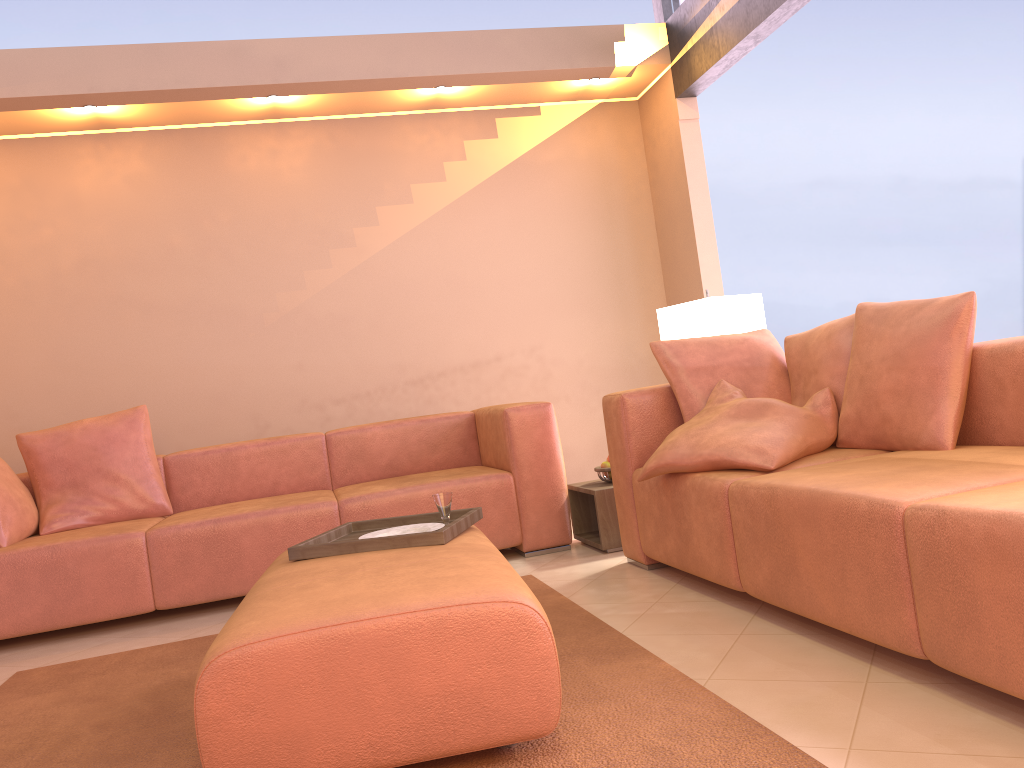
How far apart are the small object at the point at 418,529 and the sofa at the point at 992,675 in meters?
0.8 m

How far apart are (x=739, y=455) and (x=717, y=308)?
1.4m

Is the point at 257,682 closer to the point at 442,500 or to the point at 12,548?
the point at 442,500

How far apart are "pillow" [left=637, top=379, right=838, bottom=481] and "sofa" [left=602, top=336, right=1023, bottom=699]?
0.0m

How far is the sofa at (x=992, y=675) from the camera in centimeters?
158cm

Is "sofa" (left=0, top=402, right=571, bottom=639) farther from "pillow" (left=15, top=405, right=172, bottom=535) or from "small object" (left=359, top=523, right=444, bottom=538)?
"small object" (left=359, top=523, right=444, bottom=538)

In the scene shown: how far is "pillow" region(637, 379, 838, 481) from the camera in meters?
2.6

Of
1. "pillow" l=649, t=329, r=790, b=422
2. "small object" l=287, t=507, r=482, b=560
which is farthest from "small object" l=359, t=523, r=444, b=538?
"pillow" l=649, t=329, r=790, b=422

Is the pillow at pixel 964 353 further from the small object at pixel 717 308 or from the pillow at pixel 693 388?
the small object at pixel 717 308

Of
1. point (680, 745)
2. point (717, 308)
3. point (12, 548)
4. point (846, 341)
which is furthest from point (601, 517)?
point (12, 548)
